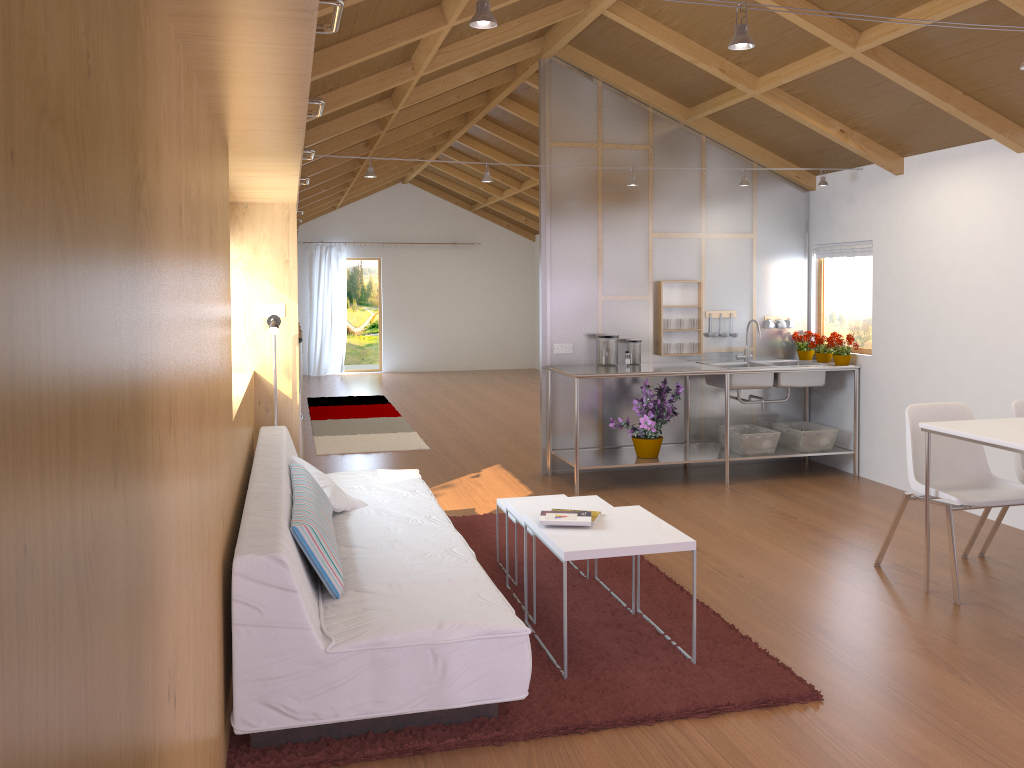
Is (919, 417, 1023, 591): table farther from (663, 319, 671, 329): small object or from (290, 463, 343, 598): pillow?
(663, 319, 671, 329): small object

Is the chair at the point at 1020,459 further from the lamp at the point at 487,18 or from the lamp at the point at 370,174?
the lamp at the point at 487,18

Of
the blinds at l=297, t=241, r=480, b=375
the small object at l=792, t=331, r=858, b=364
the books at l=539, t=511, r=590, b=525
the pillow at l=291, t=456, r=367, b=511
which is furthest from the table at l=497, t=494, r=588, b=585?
the blinds at l=297, t=241, r=480, b=375

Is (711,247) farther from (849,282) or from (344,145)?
(344,145)

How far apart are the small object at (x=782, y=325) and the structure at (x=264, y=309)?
3.79m

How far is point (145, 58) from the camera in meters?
1.2

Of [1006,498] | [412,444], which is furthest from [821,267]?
[412,444]

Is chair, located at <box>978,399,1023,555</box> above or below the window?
below

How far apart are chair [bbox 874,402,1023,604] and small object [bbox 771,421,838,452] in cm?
187

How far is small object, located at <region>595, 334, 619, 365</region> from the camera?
6.2 meters
